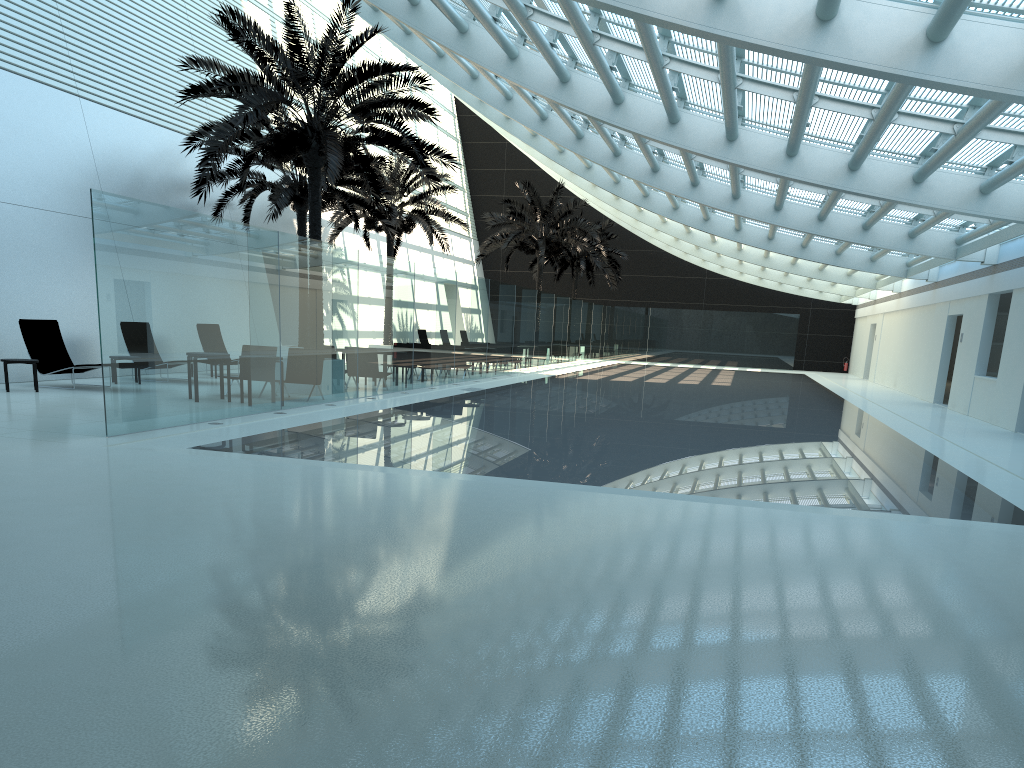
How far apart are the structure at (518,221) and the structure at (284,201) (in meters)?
9.03

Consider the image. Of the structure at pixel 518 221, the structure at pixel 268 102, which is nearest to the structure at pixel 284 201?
the structure at pixel 268 102

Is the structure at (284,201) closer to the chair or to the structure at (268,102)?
the structure at (268,102)

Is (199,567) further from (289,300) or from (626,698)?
(289,300)

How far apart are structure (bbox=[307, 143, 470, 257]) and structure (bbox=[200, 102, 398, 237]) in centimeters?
182cm

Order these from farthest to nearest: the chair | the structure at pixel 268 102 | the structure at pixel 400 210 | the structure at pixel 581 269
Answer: the structure at pixel 581 269
the structure at pixel 400 210
the chair
the structure at pixel 268 102

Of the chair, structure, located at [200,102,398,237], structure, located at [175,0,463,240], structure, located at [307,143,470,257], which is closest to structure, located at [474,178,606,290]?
structure, located at [307,143,470,257]

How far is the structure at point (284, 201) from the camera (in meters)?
21.59

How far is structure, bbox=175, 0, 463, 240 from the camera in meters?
15.2

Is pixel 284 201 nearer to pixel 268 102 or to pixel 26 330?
pixel 268 102
